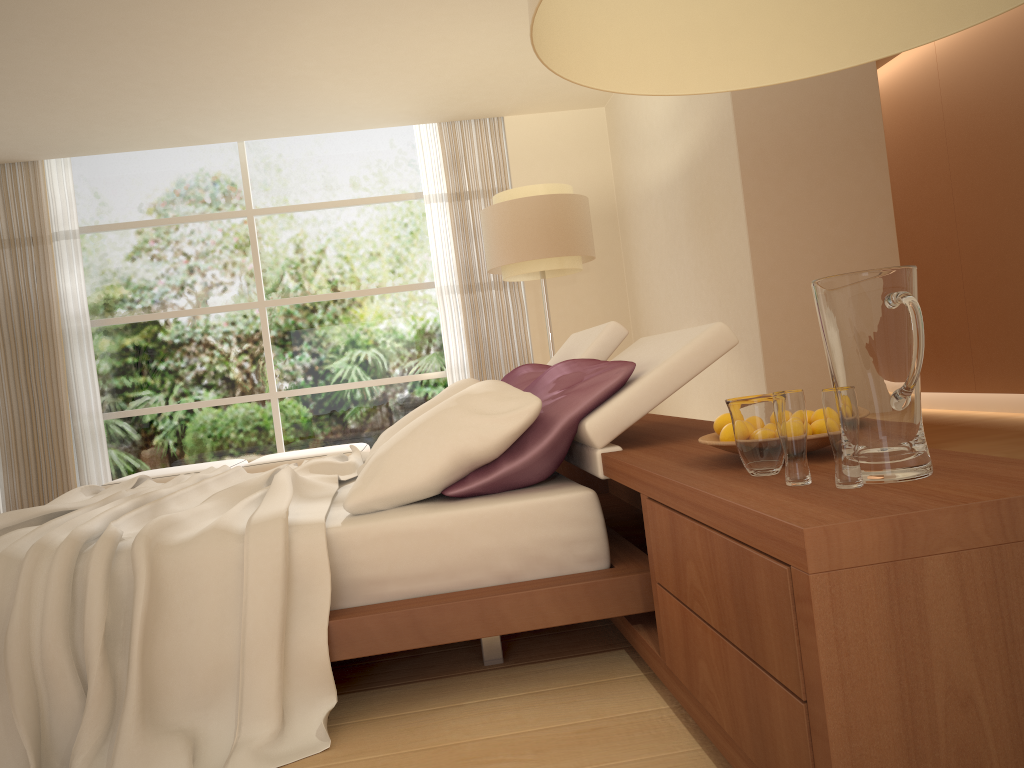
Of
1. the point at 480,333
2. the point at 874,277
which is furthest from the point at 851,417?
the point at 480,333

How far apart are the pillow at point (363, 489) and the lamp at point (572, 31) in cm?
150

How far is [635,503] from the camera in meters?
4.0 m

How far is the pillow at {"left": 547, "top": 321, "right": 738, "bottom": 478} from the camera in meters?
2.3 m

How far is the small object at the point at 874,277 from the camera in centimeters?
134cm

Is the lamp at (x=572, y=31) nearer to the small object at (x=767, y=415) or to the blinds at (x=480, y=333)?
the small object at (x=767, y=415)

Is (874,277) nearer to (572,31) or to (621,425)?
(572,31)

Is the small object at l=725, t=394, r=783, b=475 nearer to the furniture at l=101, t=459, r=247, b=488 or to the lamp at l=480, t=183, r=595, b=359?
the lamp at l=480, t=183, r=595, b=359

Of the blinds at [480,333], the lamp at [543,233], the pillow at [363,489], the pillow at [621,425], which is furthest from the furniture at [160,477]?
the pillow at [621,425]

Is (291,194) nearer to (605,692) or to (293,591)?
(293,591)
